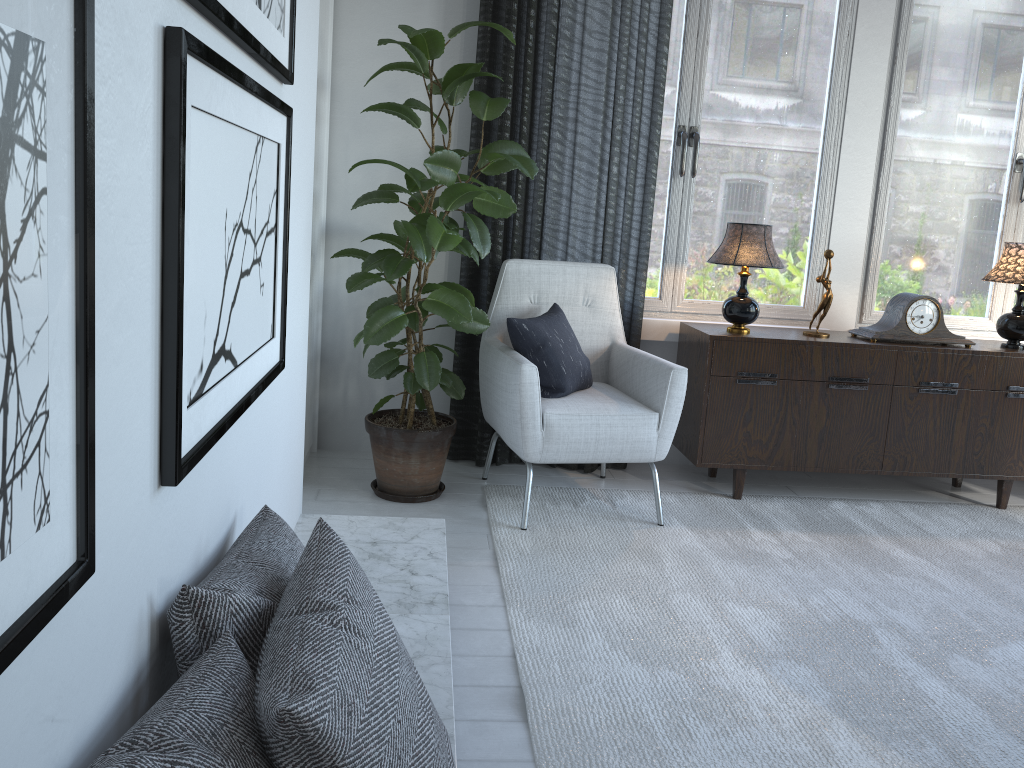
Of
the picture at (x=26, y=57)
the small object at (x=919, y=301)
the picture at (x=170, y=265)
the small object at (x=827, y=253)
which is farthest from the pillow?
the picture at (x=26, y=57)

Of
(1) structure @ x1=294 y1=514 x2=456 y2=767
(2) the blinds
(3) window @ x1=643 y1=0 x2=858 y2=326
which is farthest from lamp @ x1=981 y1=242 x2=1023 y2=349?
(1) structure @ x1=294 y1=514 x2=456 y2=767

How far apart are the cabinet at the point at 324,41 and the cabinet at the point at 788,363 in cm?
140

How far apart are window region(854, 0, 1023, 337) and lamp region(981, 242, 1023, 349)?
0.3 meters

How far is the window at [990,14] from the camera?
3.5m

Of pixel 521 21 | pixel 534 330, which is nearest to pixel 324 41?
Answer: pixel 521 21

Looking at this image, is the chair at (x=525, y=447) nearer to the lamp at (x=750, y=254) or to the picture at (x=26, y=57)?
the lamp at (x=750, y=254)

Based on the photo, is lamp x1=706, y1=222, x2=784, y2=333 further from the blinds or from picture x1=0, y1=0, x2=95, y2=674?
picture x1=0, y1=0, x2=95, y2=674

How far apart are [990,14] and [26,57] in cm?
386

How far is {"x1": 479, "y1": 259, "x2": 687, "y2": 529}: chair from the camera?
2.8m
